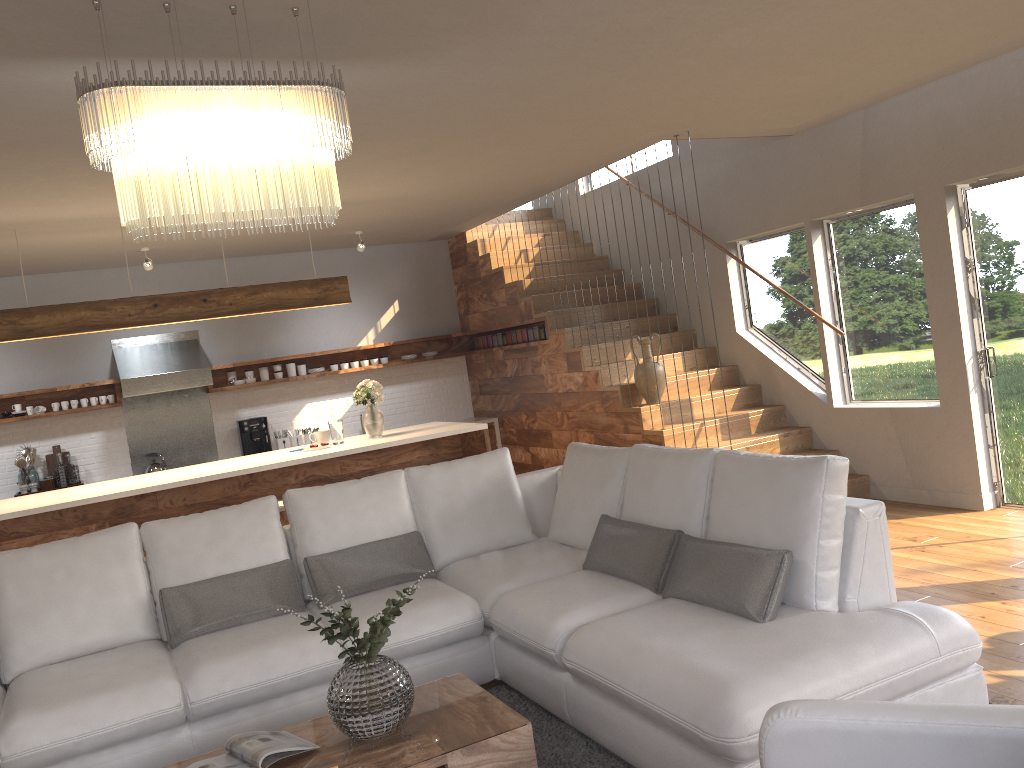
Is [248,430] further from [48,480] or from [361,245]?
[361,245]

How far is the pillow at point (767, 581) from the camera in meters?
3.1

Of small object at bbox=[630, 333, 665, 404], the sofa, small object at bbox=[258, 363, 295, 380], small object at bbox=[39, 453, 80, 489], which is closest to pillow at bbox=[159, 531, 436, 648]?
the sofa

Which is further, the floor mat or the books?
the floor mat

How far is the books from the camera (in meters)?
2.79

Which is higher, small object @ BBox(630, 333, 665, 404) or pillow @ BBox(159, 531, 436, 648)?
small object @ BBox(630, 333, 665, 404)

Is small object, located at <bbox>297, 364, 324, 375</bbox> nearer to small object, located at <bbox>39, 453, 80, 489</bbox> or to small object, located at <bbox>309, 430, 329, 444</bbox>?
small object, located at <bbox>39, 453, 80, 489</bbox>

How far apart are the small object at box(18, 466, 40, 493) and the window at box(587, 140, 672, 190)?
6.2 meters

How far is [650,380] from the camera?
7.1 meters

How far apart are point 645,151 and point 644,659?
4.5 meters
